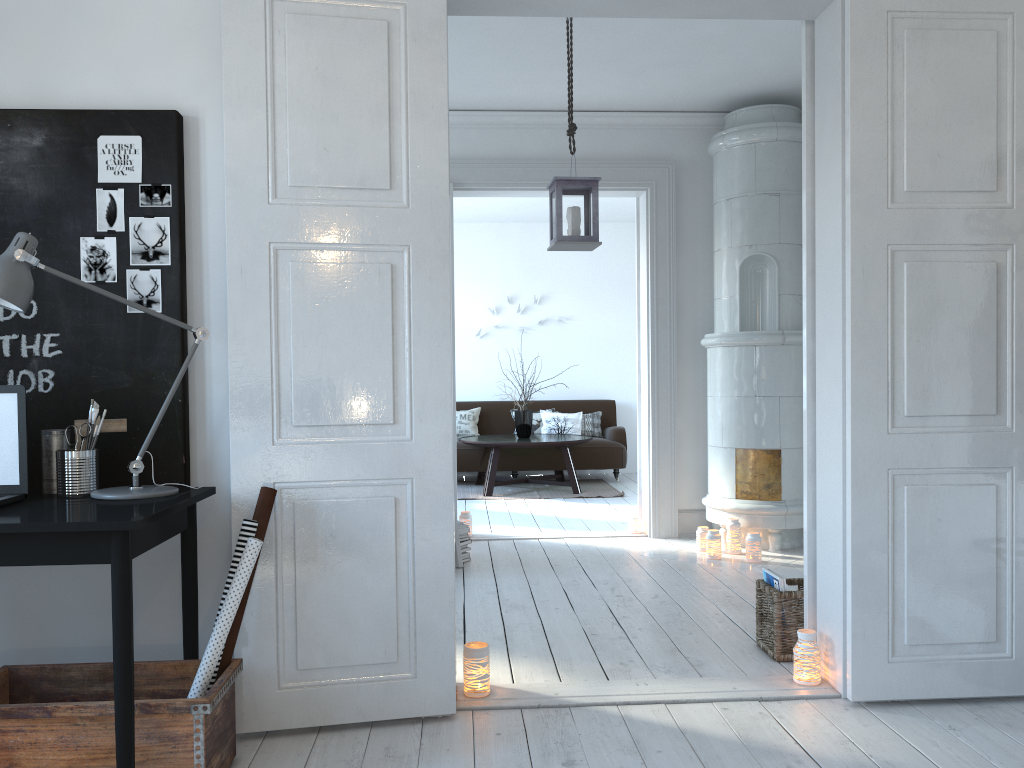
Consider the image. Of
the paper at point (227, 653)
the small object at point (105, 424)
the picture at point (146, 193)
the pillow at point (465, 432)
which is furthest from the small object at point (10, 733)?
the pillow at point (465, 432)

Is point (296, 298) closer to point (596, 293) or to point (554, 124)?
point (554, 124)

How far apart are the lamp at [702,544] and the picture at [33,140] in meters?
3.5 m

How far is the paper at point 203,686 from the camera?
2.4 meters

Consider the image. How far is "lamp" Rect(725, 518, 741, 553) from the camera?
5.3 meters

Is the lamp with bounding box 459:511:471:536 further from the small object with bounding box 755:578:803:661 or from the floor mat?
the small object with bounding box 755:578:803:661

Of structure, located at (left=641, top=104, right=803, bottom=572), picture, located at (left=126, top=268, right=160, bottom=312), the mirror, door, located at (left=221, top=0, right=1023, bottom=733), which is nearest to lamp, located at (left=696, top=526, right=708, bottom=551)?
structure, located at (left=641, top=104, right=803, bottom=572)

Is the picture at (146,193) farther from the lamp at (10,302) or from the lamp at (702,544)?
the lamp at (702,544)

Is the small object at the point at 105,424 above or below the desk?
above

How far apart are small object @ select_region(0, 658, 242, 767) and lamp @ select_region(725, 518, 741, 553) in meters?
3.5
